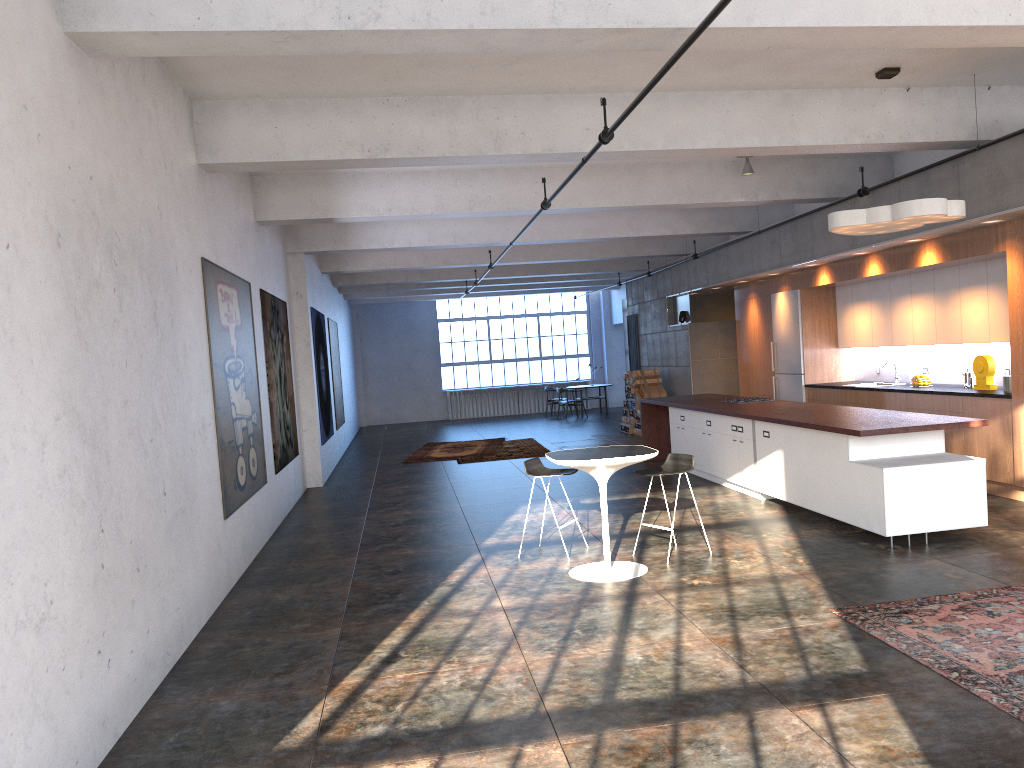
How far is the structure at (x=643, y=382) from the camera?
17.33m

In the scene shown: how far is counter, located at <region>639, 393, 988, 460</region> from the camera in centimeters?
715cm

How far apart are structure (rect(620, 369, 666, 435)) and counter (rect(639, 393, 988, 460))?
3.63m

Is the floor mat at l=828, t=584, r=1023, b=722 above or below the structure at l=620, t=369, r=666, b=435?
below

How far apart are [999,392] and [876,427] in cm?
258

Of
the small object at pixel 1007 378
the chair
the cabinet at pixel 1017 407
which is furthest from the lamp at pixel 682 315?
the chair

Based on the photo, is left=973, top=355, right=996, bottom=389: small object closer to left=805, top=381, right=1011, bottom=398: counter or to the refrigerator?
left=805, top=381, right=1011, bottom=398: counter

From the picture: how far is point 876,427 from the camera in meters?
7.1

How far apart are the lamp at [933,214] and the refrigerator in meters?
4.9 m

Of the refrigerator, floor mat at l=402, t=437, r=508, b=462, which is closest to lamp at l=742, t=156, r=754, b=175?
the refrigerator
